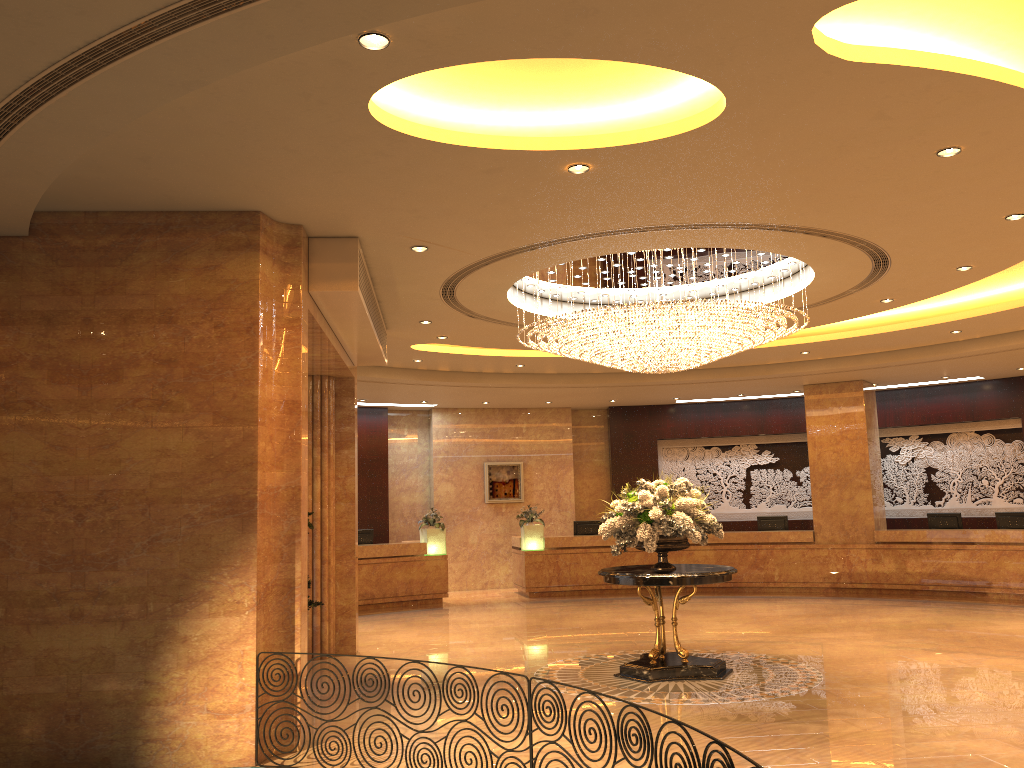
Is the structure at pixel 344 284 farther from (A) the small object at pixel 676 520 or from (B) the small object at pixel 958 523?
(B) the small object at pixel 958 523

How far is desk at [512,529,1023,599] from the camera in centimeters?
1513cm

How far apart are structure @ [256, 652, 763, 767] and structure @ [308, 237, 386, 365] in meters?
3.9 m

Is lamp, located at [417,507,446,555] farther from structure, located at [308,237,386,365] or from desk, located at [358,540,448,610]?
structure, located at [308,237,386,365]

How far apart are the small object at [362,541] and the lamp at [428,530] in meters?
1.0 m

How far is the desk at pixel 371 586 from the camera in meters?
16.1 m

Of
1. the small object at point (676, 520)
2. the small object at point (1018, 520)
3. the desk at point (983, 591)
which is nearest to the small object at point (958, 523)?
the desk at point (983, 591)

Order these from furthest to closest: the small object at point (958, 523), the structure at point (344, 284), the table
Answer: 1. the small object at point (958, 523)
2. the table
3. the structure at point (344, 284)

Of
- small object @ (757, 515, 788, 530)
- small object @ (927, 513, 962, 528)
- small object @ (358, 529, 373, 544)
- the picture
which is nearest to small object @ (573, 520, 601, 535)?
the picture

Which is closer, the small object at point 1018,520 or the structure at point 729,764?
the structure at point 729,764
